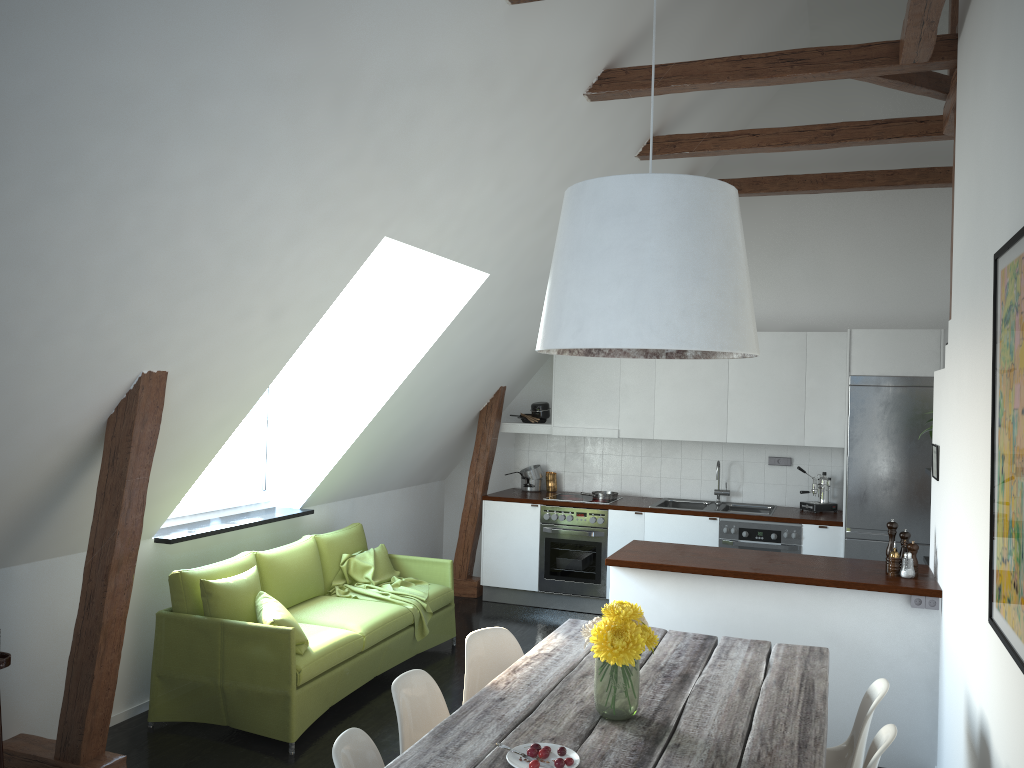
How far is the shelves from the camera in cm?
342

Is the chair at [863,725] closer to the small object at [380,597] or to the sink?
the small object at [380,597]

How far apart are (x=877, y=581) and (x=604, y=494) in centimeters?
330cm

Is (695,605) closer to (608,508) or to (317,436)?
(608,508)

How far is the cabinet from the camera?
4.4m

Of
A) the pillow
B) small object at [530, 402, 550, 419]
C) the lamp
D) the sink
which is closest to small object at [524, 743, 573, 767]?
the lamp

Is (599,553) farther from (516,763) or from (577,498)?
(516,763)

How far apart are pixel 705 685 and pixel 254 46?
2.71m

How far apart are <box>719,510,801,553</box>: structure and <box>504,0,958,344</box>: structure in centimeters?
265cm

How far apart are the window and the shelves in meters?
1.8
